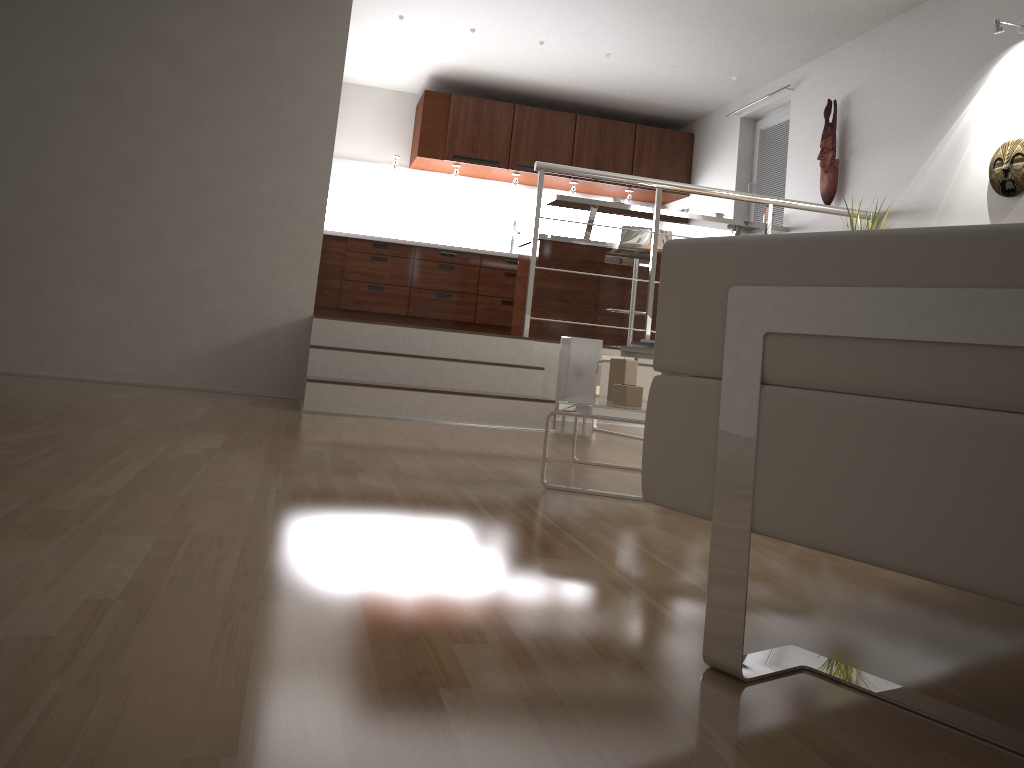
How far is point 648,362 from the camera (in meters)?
4.43

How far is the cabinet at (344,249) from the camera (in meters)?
7.75

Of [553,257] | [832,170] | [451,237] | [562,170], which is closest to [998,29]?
[832,170]

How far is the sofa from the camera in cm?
93

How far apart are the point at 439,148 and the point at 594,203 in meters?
2.2 m

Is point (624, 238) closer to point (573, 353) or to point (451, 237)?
point (573, 353)

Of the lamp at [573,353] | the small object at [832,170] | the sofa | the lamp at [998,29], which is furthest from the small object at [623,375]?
the small object at [832,170]

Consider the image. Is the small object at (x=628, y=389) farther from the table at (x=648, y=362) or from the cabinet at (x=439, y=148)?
the cabinet at (x=439, y=148)

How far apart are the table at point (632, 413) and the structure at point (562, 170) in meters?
2.1 m

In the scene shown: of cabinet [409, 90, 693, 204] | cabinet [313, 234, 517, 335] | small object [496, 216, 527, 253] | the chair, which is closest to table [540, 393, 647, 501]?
the chair
